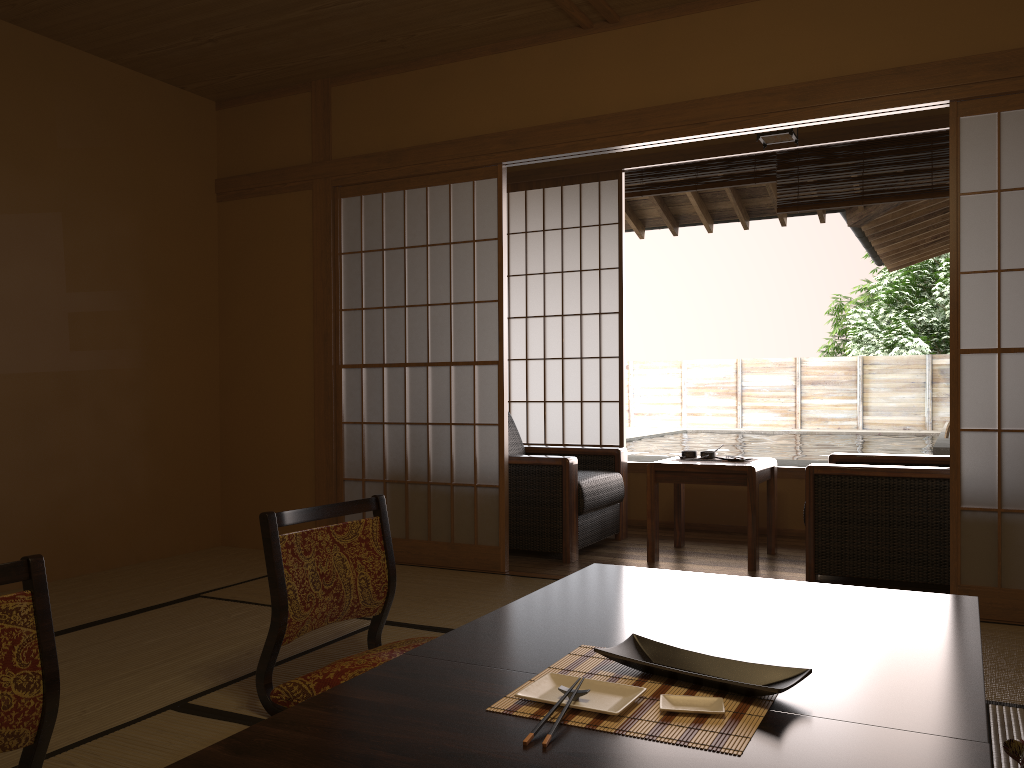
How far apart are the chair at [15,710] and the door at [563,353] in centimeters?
427cm

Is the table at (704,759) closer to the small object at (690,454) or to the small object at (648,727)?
the small object at (648,727)

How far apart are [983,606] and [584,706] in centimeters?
253cm

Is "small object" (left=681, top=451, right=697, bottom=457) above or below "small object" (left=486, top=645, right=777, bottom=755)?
above

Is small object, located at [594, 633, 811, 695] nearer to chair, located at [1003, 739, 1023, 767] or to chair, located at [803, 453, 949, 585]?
chair, located at [1003, 739, 1023, 767]

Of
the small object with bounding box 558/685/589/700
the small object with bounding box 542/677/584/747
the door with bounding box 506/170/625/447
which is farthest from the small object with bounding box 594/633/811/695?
the door with bounding box 506/170/625/447

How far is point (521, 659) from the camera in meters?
1.7

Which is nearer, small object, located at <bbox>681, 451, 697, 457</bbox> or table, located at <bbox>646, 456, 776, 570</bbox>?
table, located at <bbox>646, 456, 776, 570</bbox>

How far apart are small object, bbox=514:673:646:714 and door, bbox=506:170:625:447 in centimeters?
422cm

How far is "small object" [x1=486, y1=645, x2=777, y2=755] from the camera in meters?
1.3
